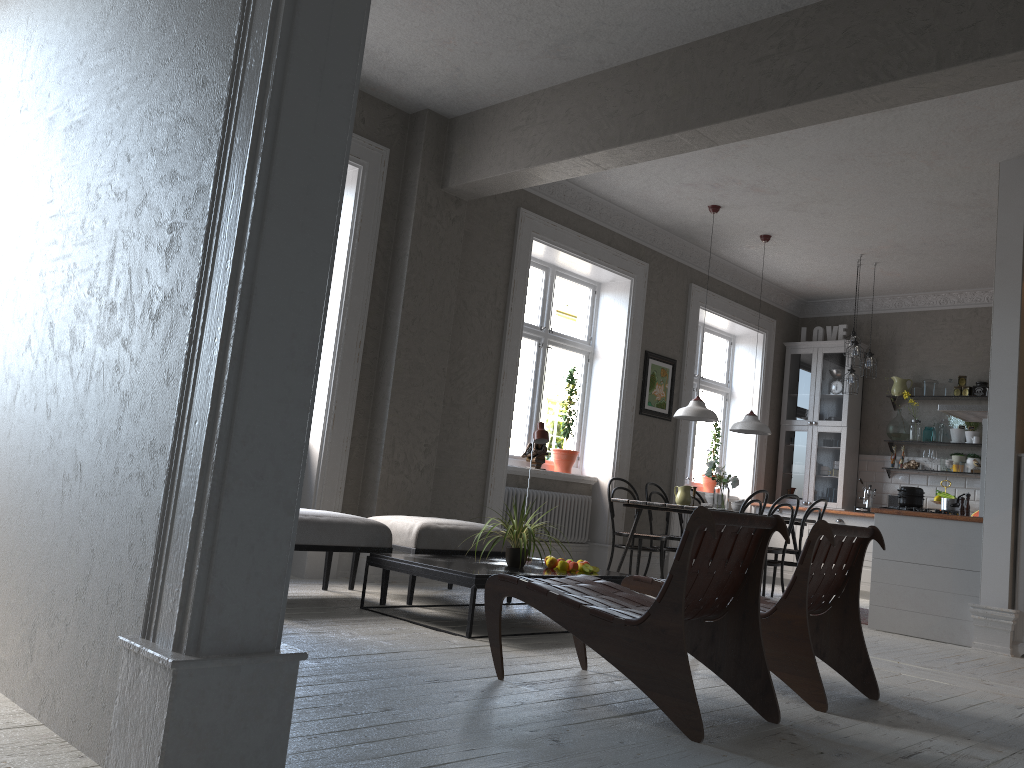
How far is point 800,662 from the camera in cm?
338

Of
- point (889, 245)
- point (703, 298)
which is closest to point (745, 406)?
point (703, 298)

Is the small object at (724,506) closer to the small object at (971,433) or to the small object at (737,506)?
the small object at (737,506)

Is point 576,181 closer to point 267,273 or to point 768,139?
point 768,139

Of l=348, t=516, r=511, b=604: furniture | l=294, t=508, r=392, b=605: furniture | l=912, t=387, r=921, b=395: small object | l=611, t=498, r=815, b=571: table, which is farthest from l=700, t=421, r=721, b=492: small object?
l=294, t=508, r=392, b=605: furniture

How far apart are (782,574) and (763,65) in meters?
4.3 m

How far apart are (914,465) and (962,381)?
0.99m

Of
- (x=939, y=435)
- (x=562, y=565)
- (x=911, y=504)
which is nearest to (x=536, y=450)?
(x=562, y=565)

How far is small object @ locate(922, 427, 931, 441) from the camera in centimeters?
924cm

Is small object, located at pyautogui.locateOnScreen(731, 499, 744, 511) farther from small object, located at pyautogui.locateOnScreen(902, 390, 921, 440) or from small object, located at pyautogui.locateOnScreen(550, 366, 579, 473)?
small object, located at pyautogui.locateOnScreen(902, 390, 921, 440)
